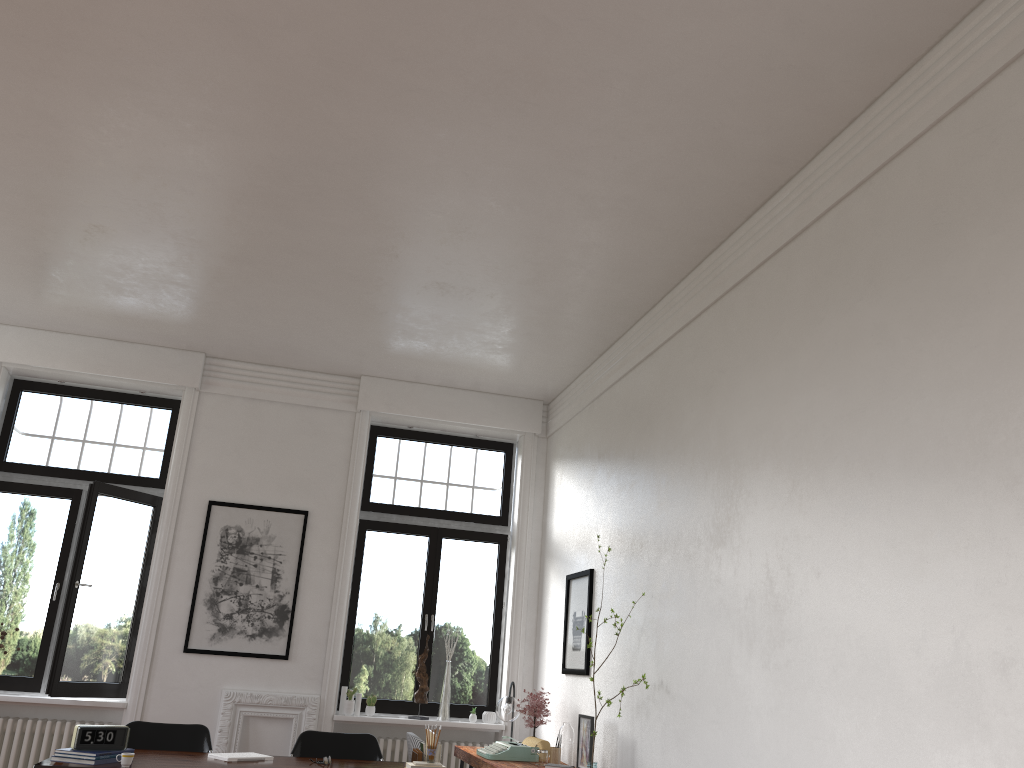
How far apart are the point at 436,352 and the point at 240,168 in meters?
3.0 m

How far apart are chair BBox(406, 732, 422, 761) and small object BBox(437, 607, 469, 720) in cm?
158

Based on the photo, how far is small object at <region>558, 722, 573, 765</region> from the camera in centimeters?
626cm

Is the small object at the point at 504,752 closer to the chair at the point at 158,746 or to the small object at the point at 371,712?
the small object at the point at 371,712

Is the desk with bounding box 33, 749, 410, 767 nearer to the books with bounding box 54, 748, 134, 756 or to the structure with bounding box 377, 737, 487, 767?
the books with bounding box 54, 748, 134, 756

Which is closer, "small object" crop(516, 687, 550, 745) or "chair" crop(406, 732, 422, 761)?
"chair" crop(406, 732, 422, 761)

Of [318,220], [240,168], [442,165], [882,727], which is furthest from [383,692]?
[882,727]

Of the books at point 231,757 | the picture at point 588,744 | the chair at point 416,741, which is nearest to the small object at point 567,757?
→ the picture at point 588,744

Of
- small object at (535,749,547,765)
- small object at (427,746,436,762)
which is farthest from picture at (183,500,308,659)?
small object at (427,746,436,762)

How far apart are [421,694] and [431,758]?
2.9 meters
